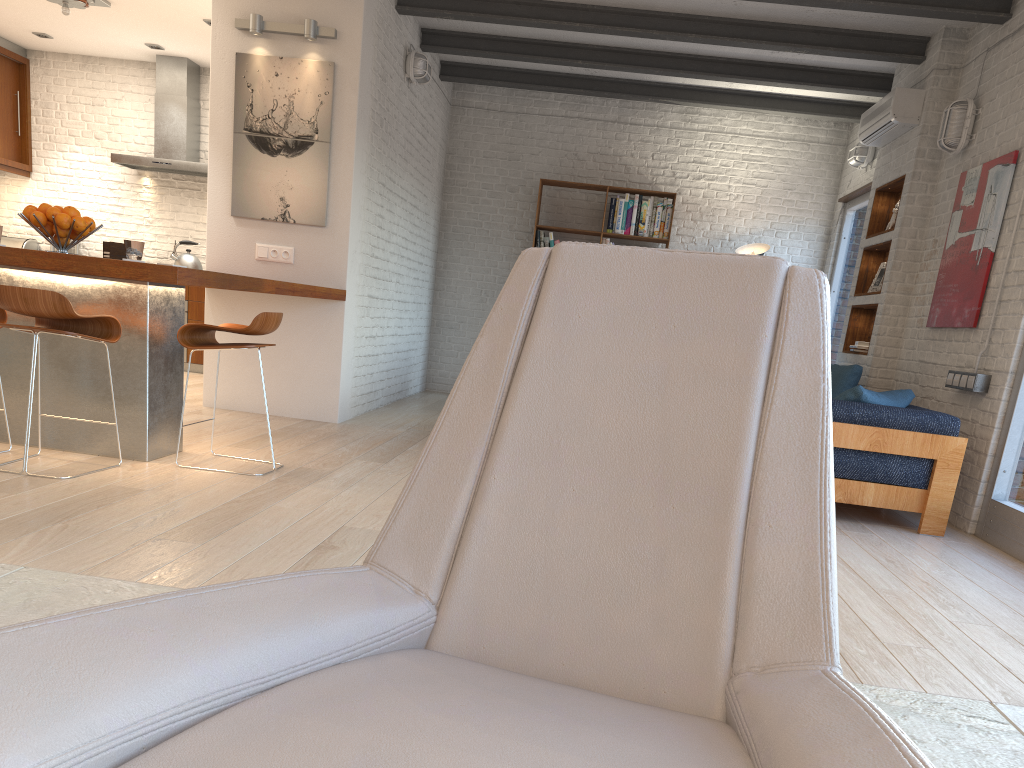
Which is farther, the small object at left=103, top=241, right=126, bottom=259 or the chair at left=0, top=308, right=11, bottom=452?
the small object at left=103, top=241, right=126, bottom=259

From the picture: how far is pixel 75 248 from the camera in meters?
9.0

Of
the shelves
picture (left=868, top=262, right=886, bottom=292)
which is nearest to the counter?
the shelves

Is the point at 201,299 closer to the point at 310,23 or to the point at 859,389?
the point at 310,23

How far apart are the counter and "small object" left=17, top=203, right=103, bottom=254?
0.2m

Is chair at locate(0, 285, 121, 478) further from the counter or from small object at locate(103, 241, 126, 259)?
small object at locate(103, 241, 126, 259)

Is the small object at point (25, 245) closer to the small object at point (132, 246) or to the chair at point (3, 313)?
the chair at point (3, 313)

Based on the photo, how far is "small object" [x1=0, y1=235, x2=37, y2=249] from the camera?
8.92m

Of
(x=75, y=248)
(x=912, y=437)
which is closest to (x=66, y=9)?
(x=75, y=248)

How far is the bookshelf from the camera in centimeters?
891cm
